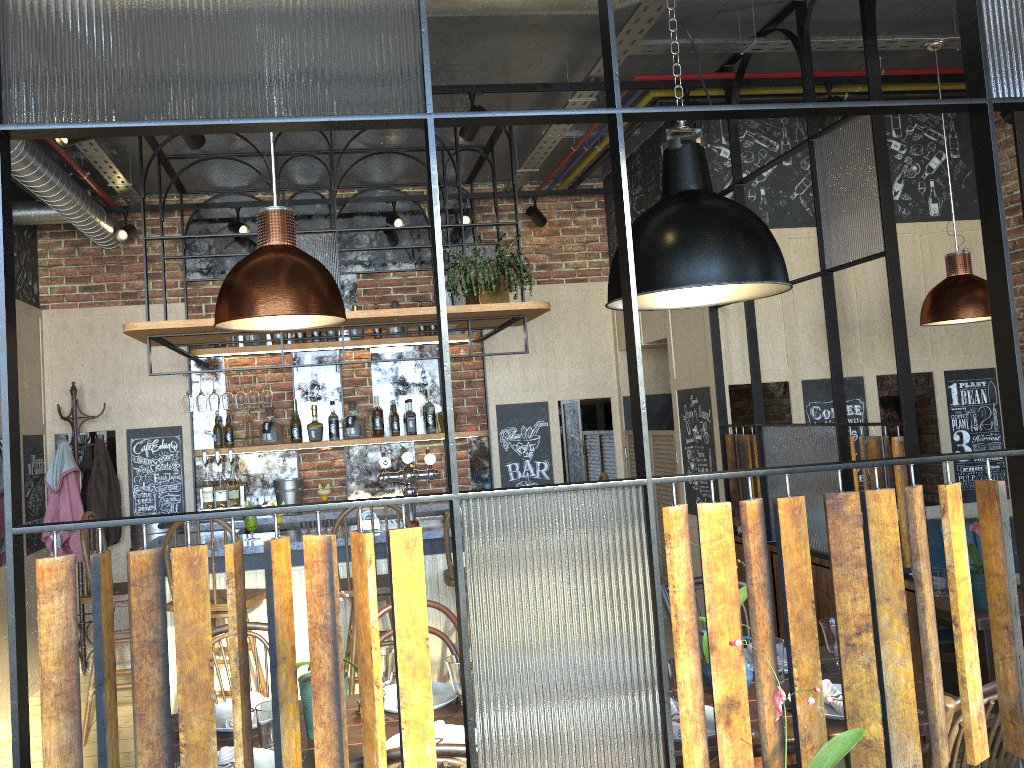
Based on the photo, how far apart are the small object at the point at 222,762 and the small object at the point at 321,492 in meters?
3.9 m

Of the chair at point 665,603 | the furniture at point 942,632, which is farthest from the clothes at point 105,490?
the furniture at point 942,632

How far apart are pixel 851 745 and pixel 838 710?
1.00m

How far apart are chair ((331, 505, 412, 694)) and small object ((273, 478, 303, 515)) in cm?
156

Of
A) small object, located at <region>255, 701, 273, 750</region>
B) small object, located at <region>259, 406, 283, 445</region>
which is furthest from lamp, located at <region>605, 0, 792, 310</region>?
small object, located at <region>259, 406, 283, 445</region>

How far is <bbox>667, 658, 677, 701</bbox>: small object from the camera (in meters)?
2.48

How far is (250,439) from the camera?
6.1m

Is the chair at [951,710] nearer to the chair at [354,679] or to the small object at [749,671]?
the small object at [749,671]

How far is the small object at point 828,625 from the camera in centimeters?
254cm

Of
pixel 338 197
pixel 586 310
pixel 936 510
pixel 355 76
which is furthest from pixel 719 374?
pixel 355 76
